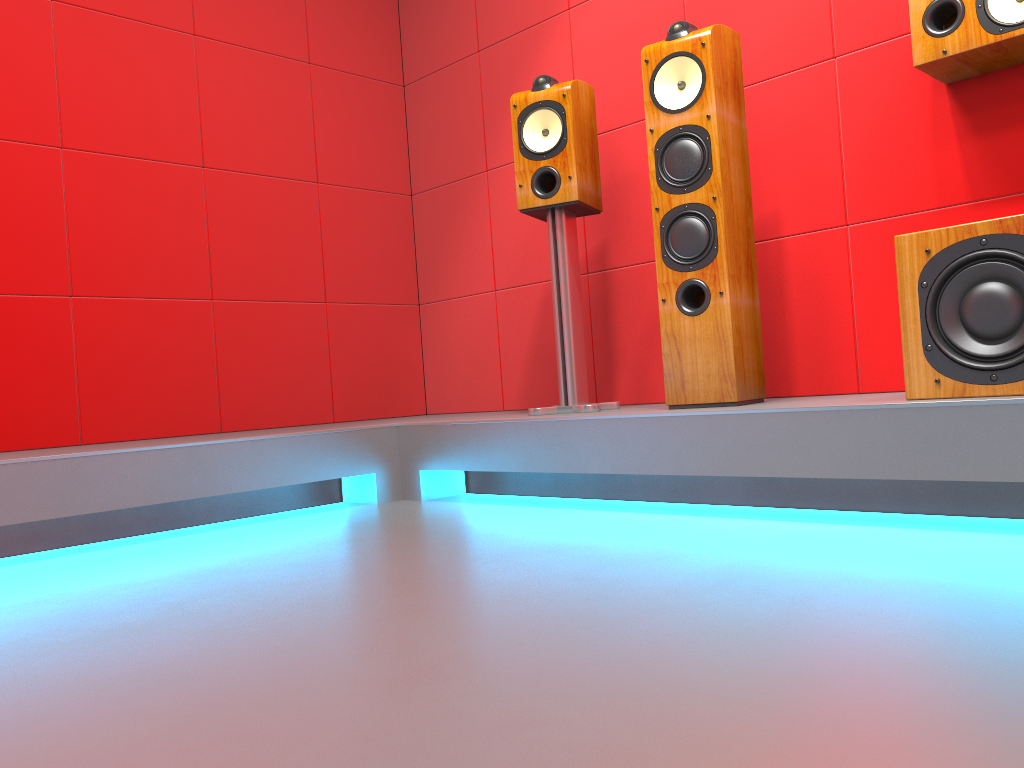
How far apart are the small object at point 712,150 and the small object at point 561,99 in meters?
0.3 m

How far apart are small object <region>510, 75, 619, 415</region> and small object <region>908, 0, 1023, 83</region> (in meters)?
0.95

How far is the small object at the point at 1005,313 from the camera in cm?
178

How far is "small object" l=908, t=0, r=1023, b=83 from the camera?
2.1m

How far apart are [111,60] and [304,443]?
1.6 meters

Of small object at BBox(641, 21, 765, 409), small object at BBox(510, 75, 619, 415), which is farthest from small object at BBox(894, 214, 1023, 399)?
small object at BBox(510, 75, 619, 415)

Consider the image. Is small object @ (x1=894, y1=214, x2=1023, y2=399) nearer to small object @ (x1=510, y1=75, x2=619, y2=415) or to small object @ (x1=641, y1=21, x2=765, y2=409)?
Result: small object @ (x1=641, y1=21, x2=765, y2=409)

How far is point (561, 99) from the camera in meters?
2.7 m

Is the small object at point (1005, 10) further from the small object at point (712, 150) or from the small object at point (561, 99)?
the small object at point (561, 99)

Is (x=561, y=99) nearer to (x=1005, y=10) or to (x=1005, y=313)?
(x=1005, y=10)
